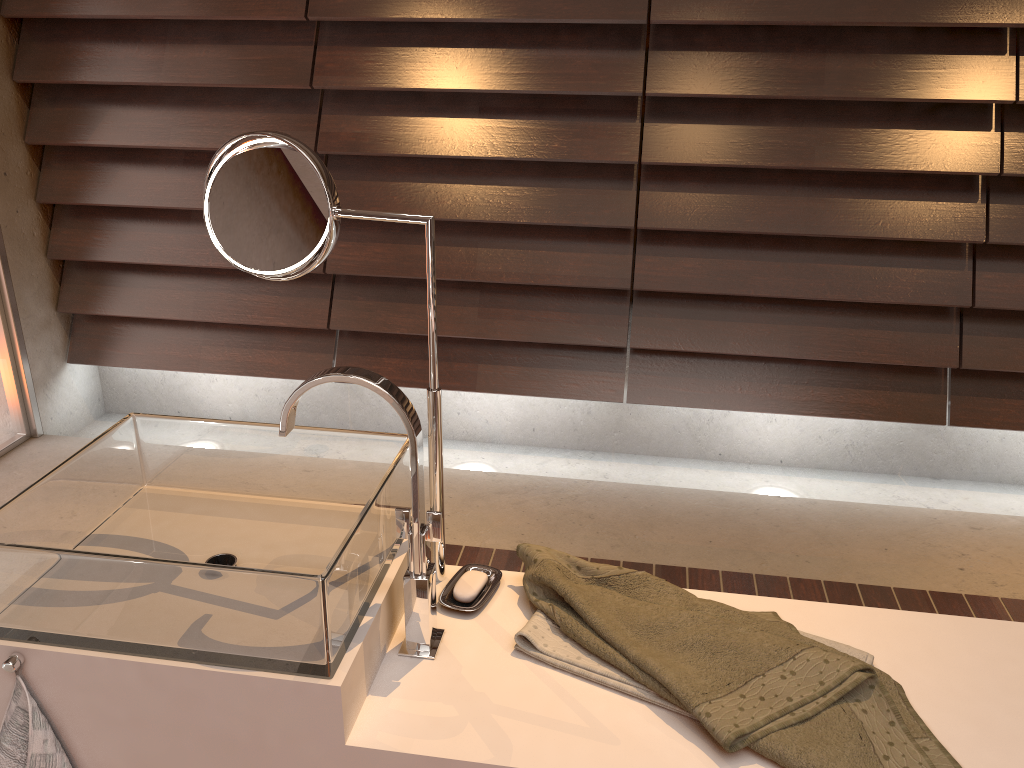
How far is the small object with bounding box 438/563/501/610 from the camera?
1.2m

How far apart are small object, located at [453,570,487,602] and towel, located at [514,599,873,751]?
0.1 meters

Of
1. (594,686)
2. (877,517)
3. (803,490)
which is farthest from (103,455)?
(803,490)

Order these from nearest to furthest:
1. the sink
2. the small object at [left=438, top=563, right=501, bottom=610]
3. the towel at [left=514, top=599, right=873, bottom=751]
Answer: the sink
the towel at [left=514, top=599, right=873, bottom=751]
the small object at [left=438, top=563, right=501, bottom=610]

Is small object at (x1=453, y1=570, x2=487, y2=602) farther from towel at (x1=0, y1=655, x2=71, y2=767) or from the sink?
towel at (x1=0, y1=655, x2=71, y2=767)

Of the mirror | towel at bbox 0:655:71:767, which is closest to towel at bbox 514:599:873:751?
the mirror

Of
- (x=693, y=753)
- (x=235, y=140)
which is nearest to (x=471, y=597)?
(x=693, y=753)

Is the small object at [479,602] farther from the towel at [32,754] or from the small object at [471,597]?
the towel at [32,754]

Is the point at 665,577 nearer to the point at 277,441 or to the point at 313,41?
the point at 277,441

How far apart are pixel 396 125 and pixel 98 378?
1.6 meters
